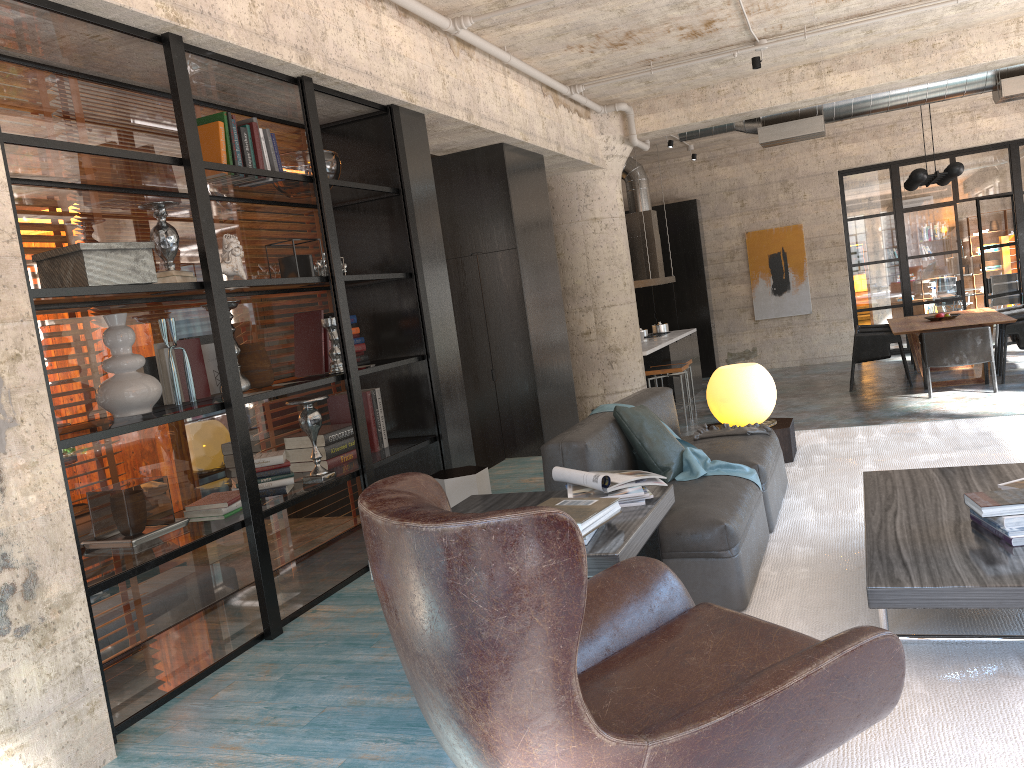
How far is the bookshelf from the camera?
3.5 meters

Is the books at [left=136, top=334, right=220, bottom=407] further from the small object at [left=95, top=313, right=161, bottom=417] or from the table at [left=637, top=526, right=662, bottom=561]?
the table at [left=637, top=526, right=662, bottom=561]

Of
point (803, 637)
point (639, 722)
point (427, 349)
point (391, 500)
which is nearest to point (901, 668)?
point (803, 637)

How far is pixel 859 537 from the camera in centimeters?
407cm

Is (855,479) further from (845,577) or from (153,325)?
(153,325)

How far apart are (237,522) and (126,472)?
0.6m

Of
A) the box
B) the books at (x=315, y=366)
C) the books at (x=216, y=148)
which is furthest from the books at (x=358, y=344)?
the box

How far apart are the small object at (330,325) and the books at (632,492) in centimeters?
205cm

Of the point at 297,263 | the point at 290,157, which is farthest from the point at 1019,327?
the point at 297,263

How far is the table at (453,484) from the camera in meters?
5.1 m
